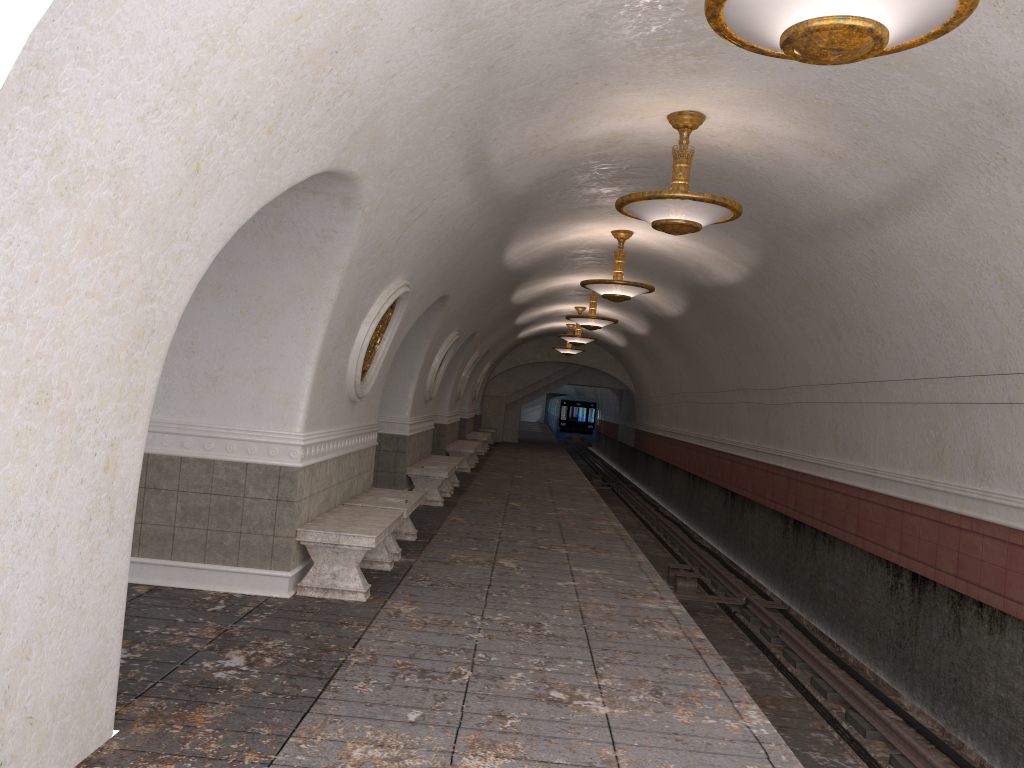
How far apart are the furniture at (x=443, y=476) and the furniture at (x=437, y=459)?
0.52m

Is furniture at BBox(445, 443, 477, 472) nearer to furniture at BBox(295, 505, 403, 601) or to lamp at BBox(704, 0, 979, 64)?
furniture at BBox(295, 505, 403, 601)

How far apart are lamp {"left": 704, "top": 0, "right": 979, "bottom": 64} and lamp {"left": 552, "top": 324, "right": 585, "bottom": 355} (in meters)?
22.06

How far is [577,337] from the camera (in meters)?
21.18

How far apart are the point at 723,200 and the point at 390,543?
4.35m

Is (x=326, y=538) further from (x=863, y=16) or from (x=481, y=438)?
(x=481, y=438)

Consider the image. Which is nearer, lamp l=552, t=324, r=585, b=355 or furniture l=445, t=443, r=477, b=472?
furniture l=445, t=443, r=477, b=472

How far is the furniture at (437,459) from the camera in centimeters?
1484cm

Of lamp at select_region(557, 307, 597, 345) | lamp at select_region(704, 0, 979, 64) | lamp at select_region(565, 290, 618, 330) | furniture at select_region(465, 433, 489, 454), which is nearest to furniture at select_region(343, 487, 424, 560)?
lamp at select_region(704, 0, 979, 64)

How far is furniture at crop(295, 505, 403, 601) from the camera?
6.7m
